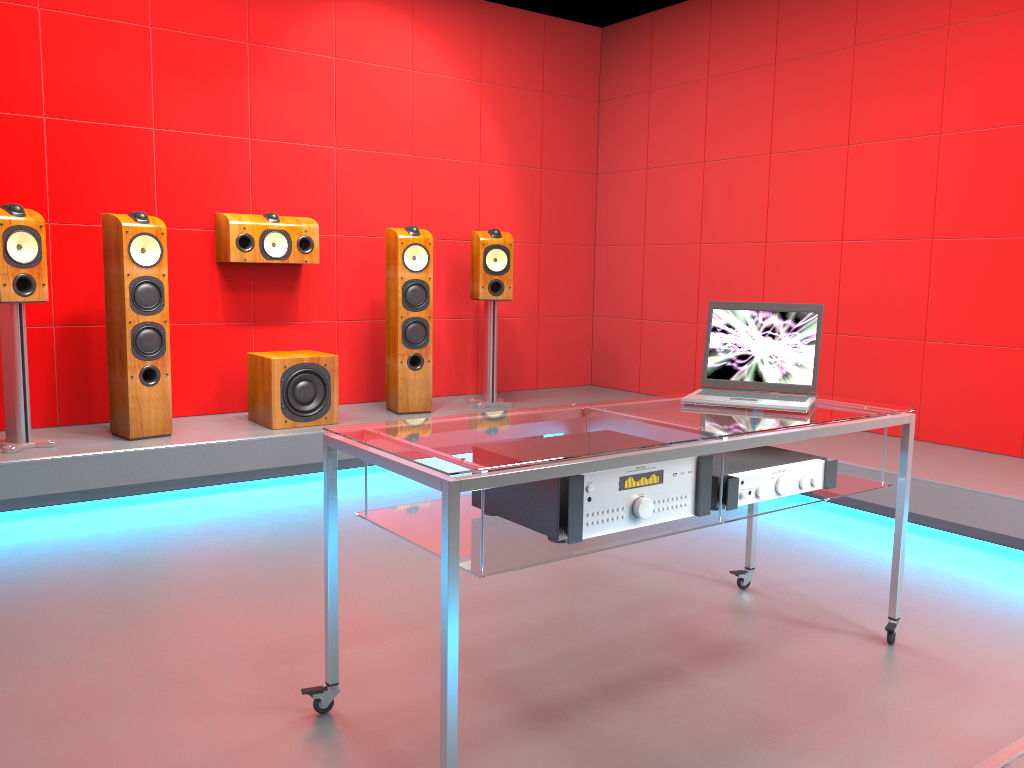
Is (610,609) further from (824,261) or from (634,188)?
(634,188)

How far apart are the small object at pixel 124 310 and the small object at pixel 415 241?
1.2m

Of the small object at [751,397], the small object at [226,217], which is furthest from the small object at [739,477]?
the small object at [226,217]

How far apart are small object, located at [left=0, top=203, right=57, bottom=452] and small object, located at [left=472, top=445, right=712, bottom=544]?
2.64m

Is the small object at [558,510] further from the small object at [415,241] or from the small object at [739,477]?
the small object at [415,241]

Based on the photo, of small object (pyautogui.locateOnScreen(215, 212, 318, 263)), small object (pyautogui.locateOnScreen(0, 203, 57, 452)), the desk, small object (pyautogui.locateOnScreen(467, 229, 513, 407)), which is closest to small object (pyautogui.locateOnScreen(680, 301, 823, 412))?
the desk

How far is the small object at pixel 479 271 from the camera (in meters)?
5.18

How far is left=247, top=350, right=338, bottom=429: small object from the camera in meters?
4.4

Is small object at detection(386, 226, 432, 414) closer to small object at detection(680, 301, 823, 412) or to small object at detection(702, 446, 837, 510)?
small object at detection(680, 301, 823, 412)

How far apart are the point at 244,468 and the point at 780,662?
2.7m
